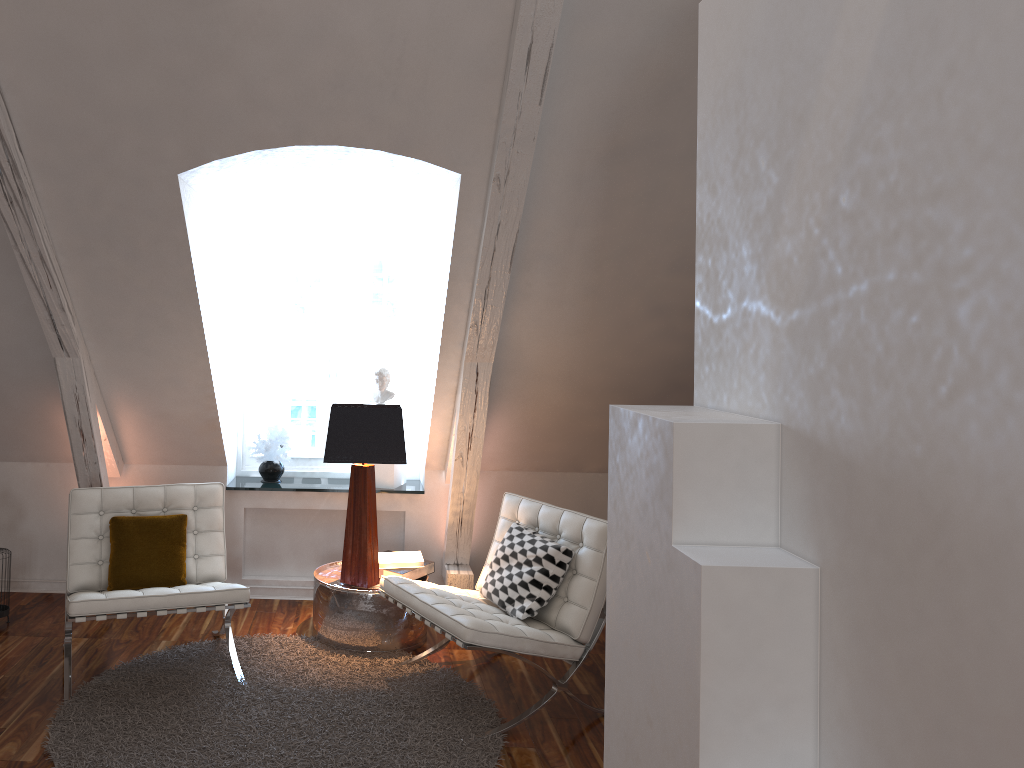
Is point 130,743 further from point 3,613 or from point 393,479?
point 393,479

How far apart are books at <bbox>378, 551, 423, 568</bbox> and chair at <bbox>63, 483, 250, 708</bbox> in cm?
66

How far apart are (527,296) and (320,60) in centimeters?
126cm

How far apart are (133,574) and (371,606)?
0.91m

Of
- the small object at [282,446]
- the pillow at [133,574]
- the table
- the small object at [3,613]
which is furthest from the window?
the small object at [3,613]

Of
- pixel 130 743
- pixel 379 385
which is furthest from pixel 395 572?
Result: pixel 130 743

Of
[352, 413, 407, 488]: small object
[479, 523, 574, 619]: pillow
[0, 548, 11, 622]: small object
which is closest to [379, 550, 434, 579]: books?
[479, 523, 574, 619]: pillow

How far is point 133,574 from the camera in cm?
329

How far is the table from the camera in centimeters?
357cm

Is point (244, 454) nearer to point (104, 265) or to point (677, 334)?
point (104, 265)
